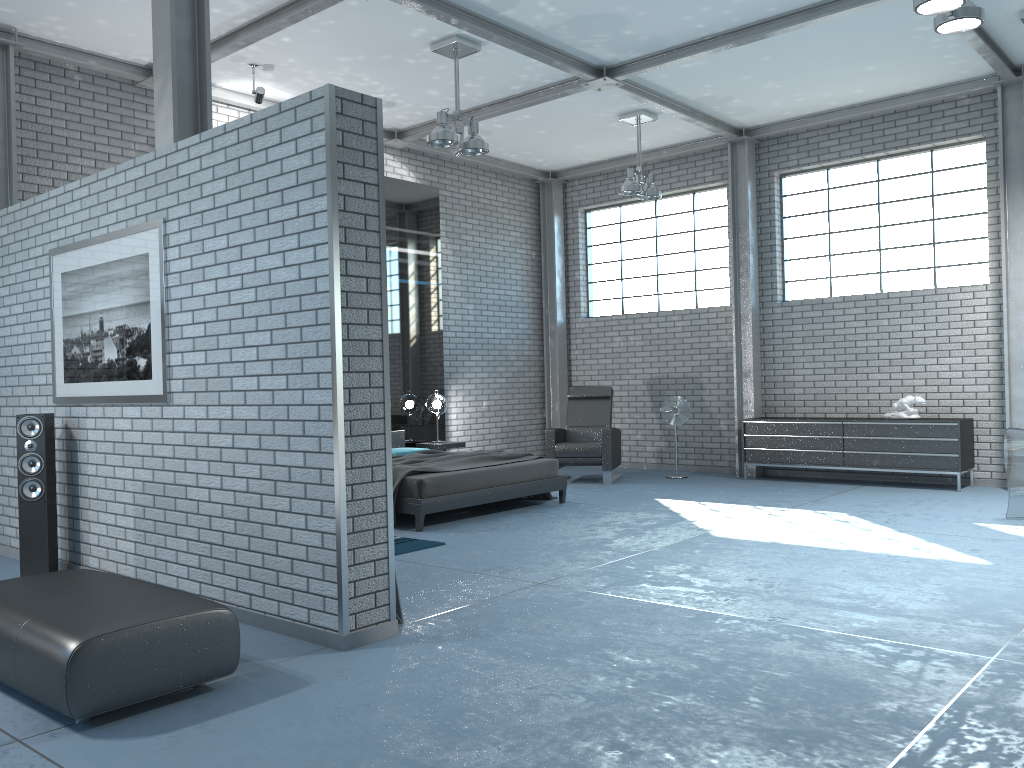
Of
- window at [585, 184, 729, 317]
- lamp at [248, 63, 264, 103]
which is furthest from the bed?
window at [585, 184, 729, 317]

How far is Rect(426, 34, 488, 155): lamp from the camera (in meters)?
7.15

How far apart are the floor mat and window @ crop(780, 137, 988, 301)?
5.9m

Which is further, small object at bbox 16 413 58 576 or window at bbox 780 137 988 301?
window at bbox 780 137 988 301

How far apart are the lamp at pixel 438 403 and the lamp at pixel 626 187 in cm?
301

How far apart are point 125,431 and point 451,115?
3.7 meters

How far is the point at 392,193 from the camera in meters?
10.0 m

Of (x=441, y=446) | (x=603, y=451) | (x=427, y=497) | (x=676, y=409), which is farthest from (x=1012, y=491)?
(x=441, y=446)

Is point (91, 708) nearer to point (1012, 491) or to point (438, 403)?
point (1012, 491)

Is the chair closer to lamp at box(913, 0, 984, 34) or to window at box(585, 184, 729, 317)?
window at box(585, 184, 729, 317)
